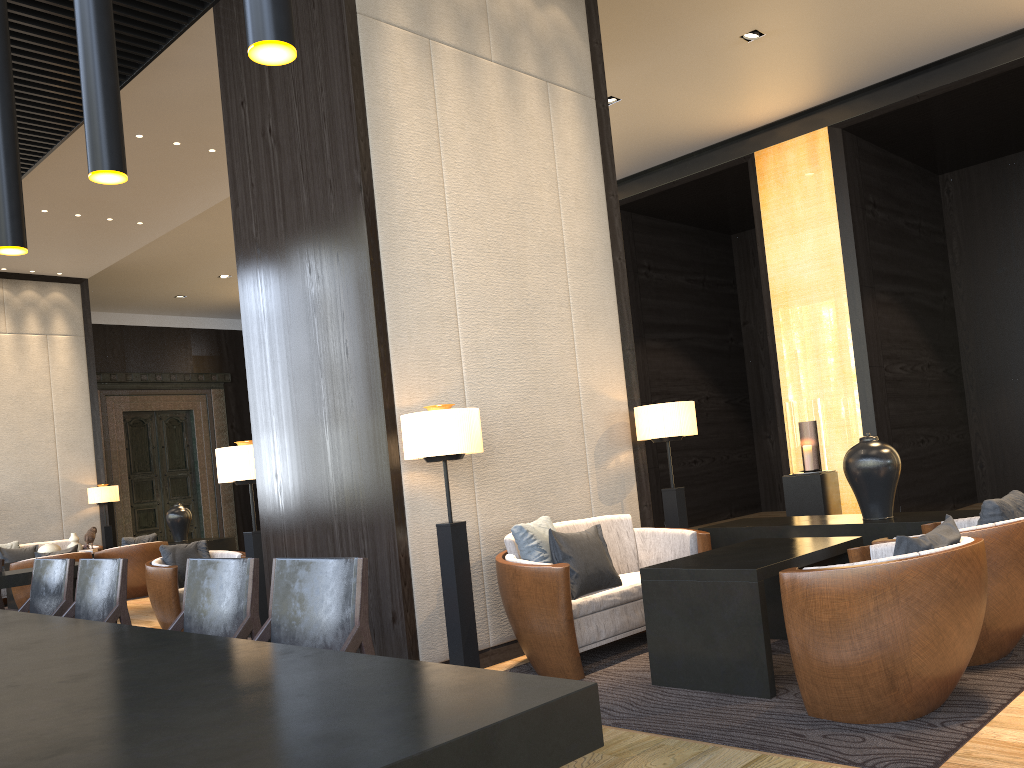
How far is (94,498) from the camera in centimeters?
1150cm

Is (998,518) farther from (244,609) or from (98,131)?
(98,131)

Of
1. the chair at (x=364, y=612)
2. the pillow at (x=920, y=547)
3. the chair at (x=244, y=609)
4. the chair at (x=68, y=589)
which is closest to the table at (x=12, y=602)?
the chair at (x=68, y=589)

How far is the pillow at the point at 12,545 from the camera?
10.7m

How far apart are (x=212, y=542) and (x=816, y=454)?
6.9m

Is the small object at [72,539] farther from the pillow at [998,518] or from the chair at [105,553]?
the pillow at [998,518]

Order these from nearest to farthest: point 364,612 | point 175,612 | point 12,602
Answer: point 364,612 < point 175,612 < point 12,602

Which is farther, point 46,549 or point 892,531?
point 46,549

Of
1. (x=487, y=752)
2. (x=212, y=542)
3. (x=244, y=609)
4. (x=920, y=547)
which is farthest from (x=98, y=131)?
(x=212, y=542)

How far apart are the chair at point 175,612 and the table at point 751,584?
4.1m
